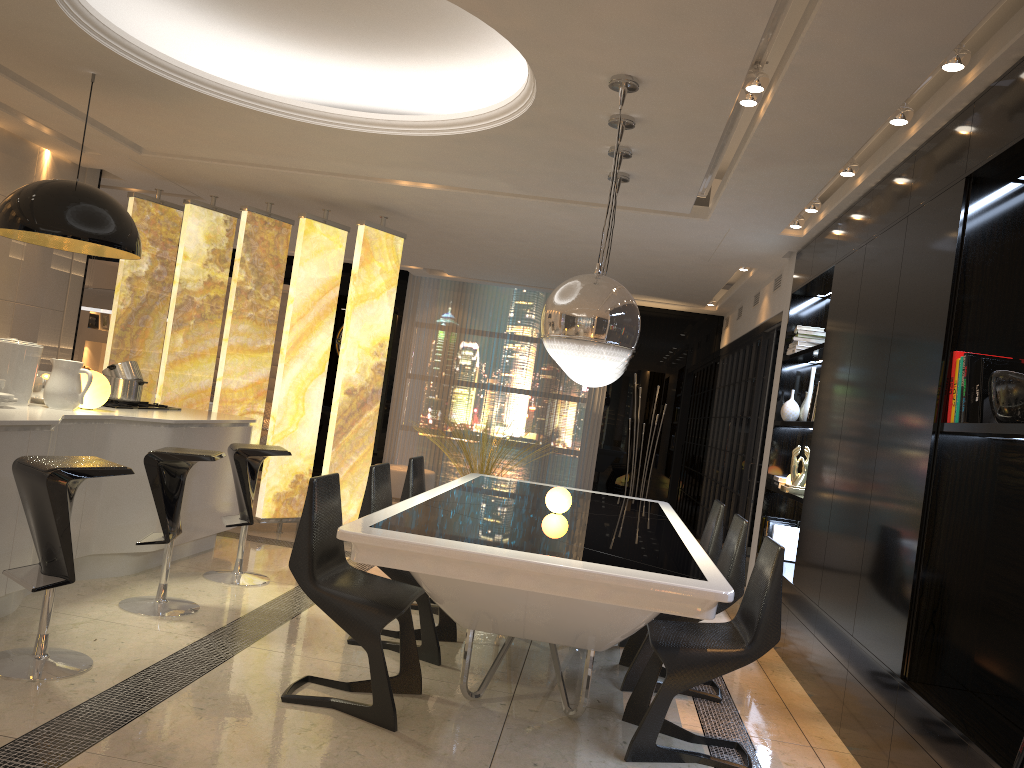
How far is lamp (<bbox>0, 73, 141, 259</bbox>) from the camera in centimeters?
422cm

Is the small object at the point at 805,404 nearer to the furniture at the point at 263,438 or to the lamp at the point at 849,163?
the lamp at the point at 849,163

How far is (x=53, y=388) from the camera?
4.5 meters

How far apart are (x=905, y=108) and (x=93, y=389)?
4.22m

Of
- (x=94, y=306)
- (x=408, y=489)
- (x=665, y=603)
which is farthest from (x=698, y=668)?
(x=94, y=306)

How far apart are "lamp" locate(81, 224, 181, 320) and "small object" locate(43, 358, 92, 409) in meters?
4.5 m

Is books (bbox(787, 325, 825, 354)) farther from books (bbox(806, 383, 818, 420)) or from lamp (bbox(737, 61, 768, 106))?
lamp (bbox(737, 61, 768, 106))

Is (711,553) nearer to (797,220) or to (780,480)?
(780,480)

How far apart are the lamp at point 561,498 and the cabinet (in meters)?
2.23

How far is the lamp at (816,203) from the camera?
5.4m
